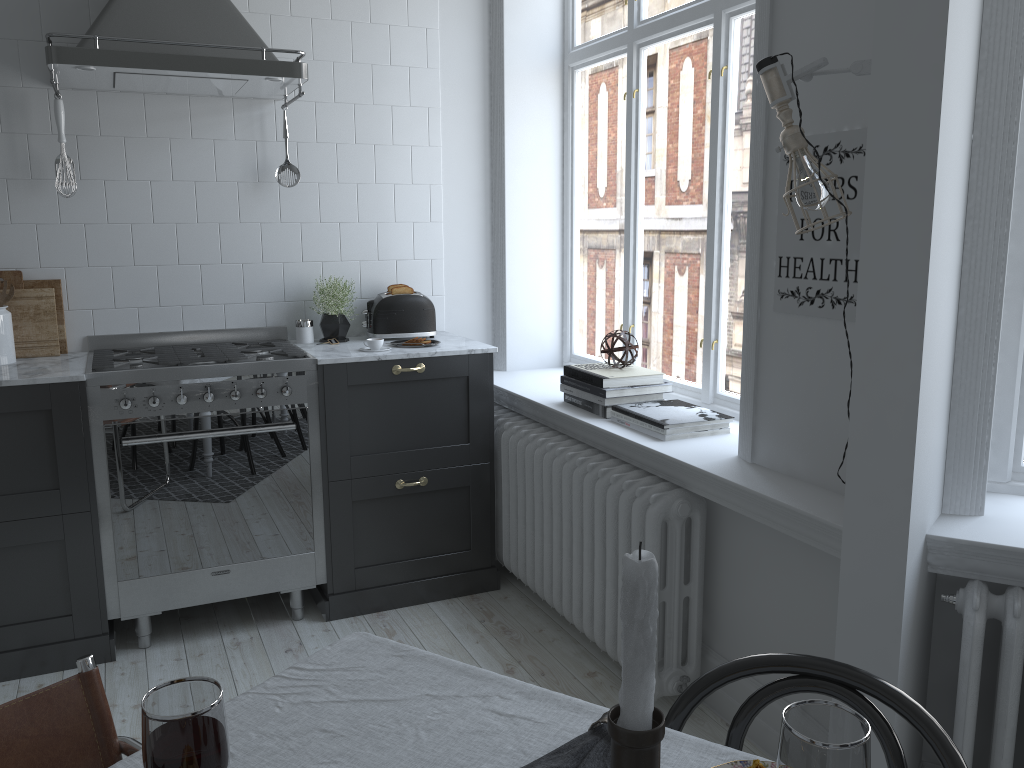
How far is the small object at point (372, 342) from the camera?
3.5m

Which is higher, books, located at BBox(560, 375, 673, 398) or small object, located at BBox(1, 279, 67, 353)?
small object, located at BBox(1, 279, 67, 353)

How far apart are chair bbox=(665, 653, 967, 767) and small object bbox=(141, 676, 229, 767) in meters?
0.7 m

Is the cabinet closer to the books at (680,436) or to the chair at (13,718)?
the books at (680,436)

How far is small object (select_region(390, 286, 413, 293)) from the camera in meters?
3.8 m

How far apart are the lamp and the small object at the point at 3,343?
2.70m

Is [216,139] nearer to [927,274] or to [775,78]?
[775,78]

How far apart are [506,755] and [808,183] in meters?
1.4

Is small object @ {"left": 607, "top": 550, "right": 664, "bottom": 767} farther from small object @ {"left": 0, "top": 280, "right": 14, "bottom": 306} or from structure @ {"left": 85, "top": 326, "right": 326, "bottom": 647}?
small object @ {"left": 0, "top": 280, "right": 14, "bottom": 306}

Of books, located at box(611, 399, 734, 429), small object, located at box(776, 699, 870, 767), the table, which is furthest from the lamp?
small object, located at box(776, 699, 870, 767)
